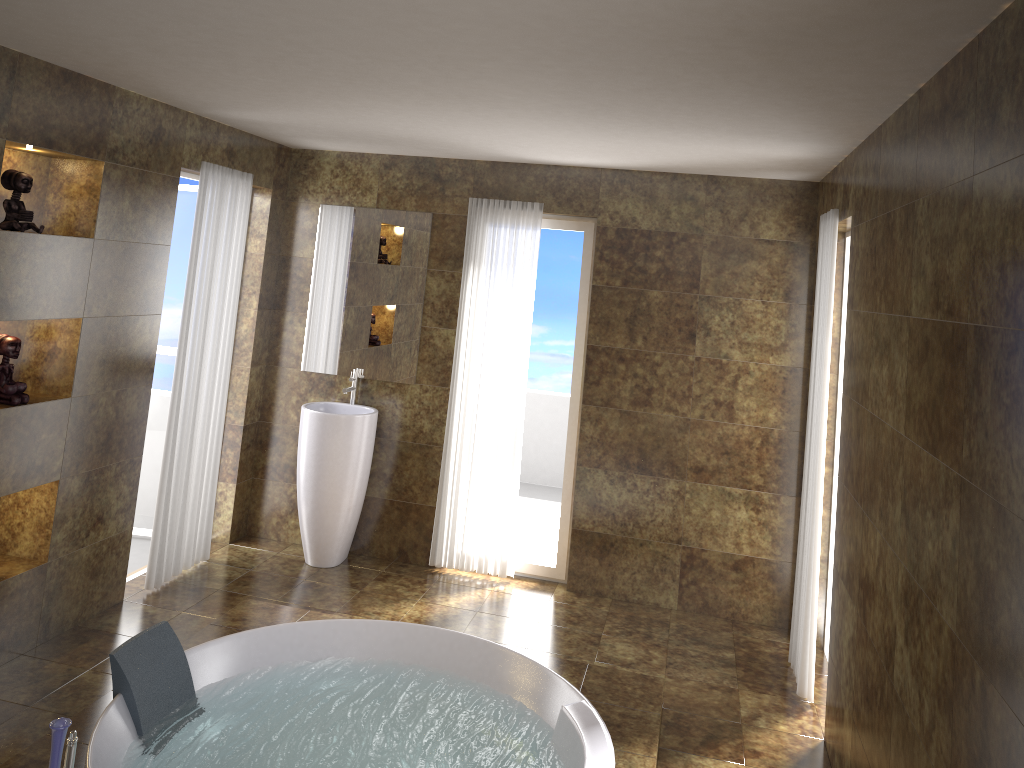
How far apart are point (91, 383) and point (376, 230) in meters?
2.0 m

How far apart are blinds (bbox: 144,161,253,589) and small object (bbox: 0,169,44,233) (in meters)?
1.03

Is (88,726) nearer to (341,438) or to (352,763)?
(352,763)

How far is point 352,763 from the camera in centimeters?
328cm

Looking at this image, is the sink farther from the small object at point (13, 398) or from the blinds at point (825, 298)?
the blinds at point (825, 298)

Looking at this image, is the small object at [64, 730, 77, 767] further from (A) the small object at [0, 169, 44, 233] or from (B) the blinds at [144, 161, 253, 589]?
(B) the blinds at [144, 161, 253, 589]

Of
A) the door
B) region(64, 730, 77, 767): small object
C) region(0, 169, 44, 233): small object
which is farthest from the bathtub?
the door

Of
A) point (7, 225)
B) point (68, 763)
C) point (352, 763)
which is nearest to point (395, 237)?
point (7, 225)

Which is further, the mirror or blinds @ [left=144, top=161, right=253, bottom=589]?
the mirror

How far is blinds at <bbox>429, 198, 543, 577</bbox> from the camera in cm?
529
